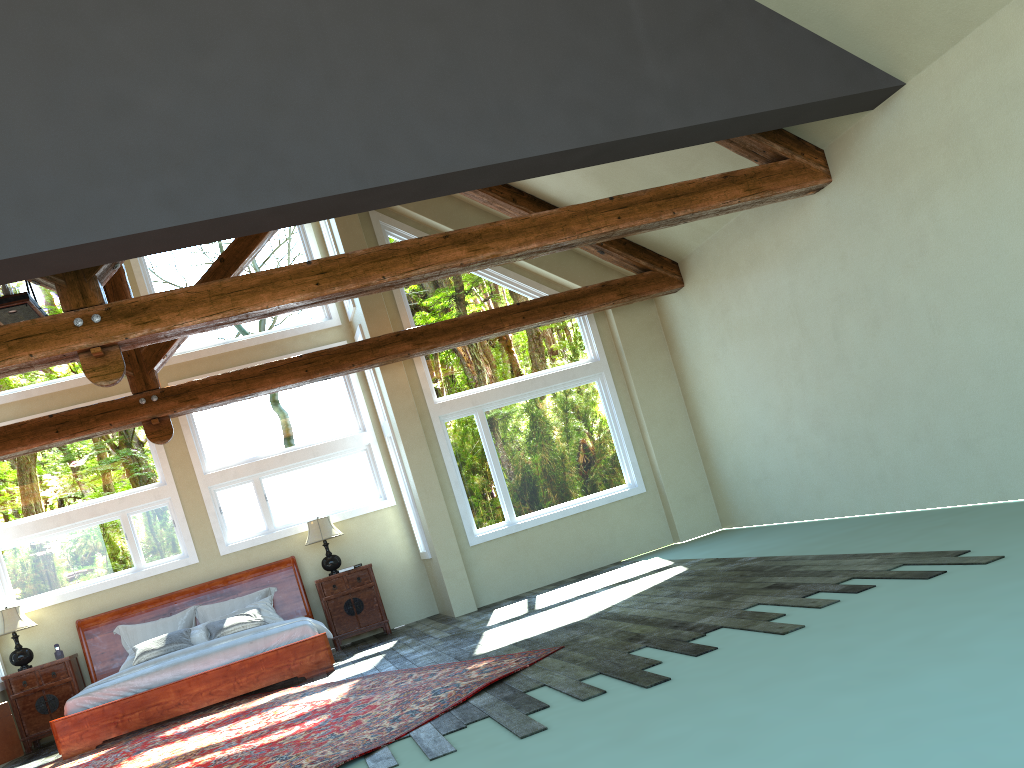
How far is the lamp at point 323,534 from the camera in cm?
1097

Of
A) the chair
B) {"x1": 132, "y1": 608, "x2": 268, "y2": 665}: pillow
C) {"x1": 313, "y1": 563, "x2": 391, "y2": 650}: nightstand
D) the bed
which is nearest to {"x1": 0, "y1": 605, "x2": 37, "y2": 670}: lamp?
the bed

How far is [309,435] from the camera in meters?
11.6 m

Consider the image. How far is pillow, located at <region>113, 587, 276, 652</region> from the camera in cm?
1049

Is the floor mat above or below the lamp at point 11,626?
below

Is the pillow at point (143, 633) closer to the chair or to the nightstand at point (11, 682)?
the nightstand at point (11, 682)

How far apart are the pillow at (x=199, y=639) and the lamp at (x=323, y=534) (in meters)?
0.80

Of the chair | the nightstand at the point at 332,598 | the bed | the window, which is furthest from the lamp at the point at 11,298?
the nightstand at the point at 332,598

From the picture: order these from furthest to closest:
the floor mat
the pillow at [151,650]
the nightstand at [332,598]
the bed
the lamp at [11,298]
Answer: the nightstand at [332,598]
the pillow at [151,650]
the bed
the lamp at [11,298]
the floor mat

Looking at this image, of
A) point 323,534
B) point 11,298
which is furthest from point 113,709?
point 11,298
